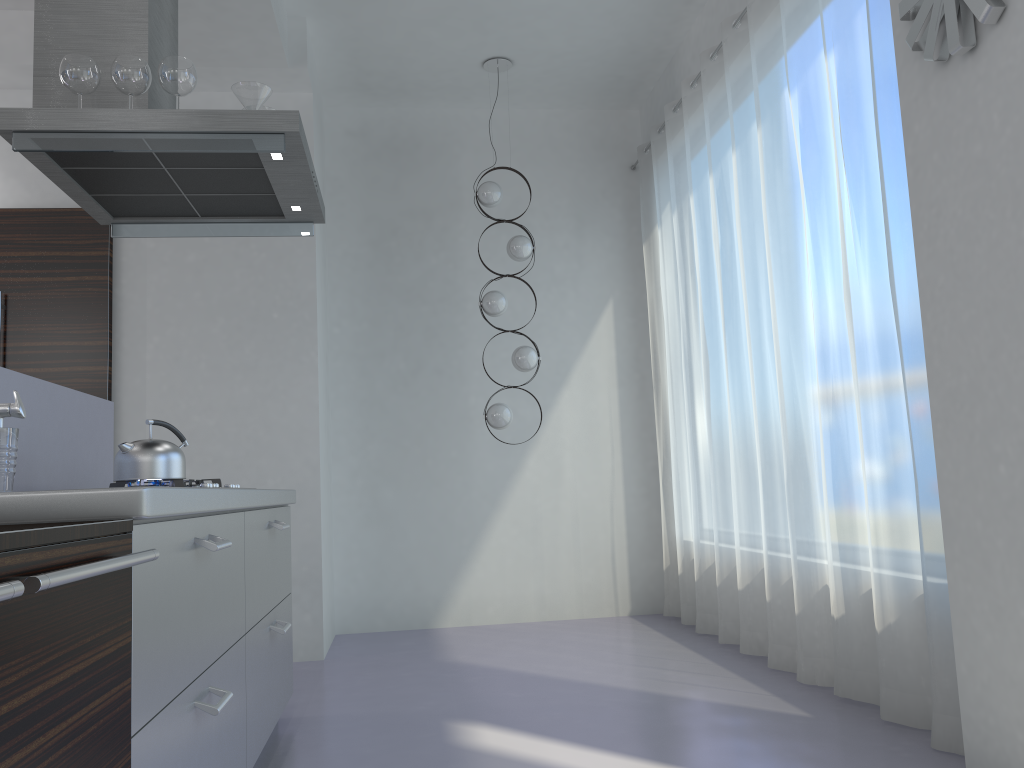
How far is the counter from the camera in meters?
1.5 m

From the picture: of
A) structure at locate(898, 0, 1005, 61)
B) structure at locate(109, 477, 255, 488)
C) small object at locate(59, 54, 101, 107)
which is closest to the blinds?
structure at locate(898, 0, 1005, 61)

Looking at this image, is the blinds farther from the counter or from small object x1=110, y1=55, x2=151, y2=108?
small object x1=110, y1=55, x2=151, y2=108

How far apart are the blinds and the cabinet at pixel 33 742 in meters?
2.1 m

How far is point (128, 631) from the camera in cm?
→ 148

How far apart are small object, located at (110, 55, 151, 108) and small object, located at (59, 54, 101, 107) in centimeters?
6cm

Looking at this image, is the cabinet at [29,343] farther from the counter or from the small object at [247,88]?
the small object at [247,88]

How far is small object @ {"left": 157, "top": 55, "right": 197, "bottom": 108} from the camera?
2.9m

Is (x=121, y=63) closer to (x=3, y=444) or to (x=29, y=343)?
(x=3, y=444)

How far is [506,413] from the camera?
5.20m
